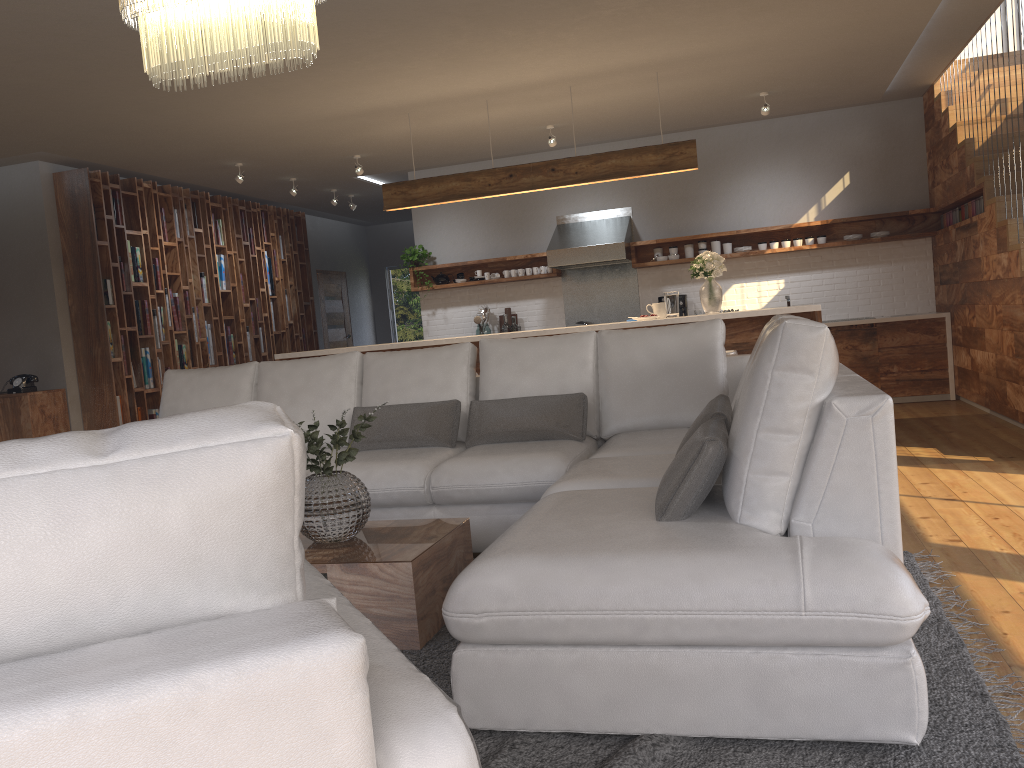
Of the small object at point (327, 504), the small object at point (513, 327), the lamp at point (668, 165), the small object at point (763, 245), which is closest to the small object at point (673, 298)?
the lamp at point (668, 165)

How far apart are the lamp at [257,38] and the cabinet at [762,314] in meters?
3.3

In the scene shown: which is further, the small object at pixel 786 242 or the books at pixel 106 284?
the small object at pixel 786 242

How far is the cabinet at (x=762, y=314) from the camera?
5.78m

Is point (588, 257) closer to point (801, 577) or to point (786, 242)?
point (786, 242)

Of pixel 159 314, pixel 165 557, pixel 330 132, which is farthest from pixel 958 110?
pixel 165 557

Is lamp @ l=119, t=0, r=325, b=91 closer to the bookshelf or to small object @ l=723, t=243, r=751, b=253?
the bookshelf

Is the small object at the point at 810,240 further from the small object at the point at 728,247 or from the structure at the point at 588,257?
the structure at the point at 588,257

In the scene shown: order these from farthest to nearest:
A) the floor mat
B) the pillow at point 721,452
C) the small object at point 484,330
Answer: the small object at point 484,330
the pillow at point 721,452
the floor mat

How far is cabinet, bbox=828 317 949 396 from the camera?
7.9m
